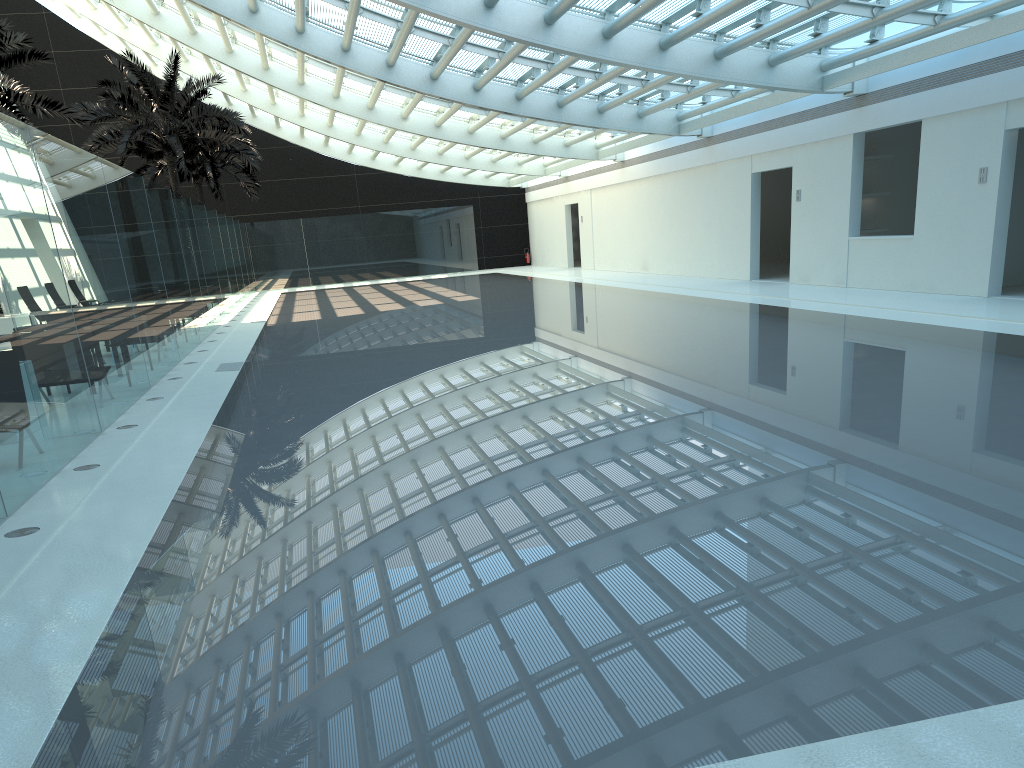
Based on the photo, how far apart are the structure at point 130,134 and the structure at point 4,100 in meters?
3.8 m

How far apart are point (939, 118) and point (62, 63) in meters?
33.4 m

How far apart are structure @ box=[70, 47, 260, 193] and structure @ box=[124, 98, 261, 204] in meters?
3.8

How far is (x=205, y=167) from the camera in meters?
32.2 m

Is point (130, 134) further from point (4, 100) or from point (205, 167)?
point (205, 167)

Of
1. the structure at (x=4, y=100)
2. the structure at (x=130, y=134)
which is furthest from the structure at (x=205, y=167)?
the structure at (x=4, y=100)

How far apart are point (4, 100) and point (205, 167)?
14.7 meters

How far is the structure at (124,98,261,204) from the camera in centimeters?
3220cm

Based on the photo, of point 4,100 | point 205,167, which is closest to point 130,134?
point 4,100

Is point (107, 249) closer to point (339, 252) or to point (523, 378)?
point (523, 378)
